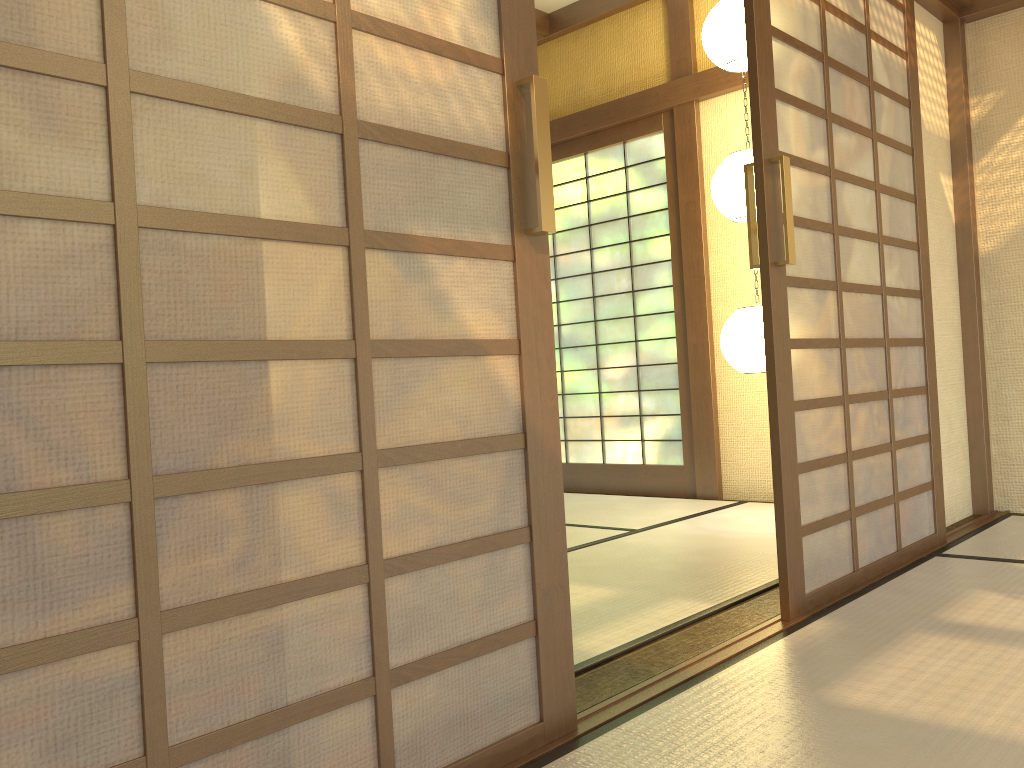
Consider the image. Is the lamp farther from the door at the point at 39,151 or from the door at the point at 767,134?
the door at the point at 39,151

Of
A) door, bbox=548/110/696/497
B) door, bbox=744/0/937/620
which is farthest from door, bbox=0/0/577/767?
door, bbox=548/110/696/497

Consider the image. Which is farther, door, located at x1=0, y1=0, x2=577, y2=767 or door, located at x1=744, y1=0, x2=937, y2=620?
door, located at x1=744, y1=0, x2=937, y2=620

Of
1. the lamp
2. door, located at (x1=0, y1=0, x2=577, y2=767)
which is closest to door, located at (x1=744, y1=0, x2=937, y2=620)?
the lamp

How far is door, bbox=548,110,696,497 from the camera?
5.17m

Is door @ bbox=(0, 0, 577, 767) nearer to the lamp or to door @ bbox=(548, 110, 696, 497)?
the lamp

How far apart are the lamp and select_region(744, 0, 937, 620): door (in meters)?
0.74

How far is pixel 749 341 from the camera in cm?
396

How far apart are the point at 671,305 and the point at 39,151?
4.4 meters

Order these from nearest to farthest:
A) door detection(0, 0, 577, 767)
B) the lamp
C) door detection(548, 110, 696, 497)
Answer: door detection(0, 0, 577, 767), the lamp, door detection(548, 110, 696, 497)
